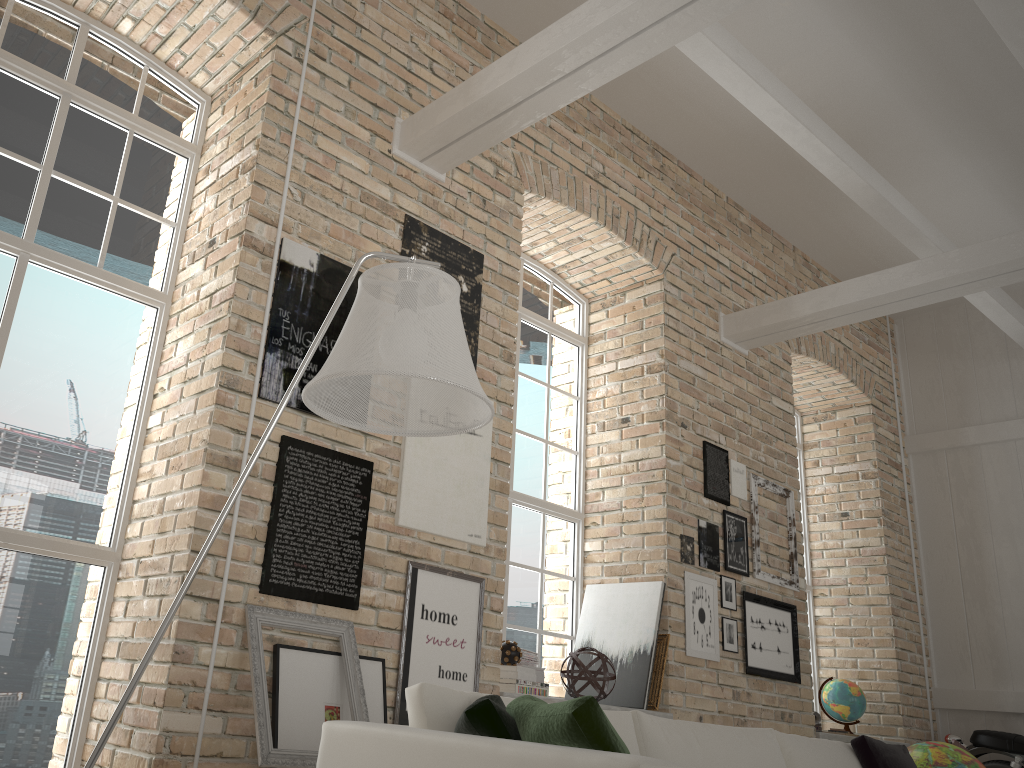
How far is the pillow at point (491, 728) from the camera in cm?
215

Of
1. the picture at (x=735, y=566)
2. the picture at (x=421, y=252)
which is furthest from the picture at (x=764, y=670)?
the picture at (x=421, y=252)

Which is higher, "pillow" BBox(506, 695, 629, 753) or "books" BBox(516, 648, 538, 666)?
"books" BBox(516, 648, 538, 666)

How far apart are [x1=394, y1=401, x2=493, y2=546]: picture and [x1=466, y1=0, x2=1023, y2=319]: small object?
2.7m

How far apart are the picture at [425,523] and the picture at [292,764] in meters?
0.5 m

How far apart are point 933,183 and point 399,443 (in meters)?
5.05

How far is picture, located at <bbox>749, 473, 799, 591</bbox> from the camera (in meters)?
6.06

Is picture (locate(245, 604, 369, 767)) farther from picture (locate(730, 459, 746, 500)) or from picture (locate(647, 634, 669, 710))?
picture (locate(730, 459, 746, 500))

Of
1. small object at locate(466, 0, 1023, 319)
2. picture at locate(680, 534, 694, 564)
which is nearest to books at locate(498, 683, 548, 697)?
picture at locate(680, 534, 694, 564)

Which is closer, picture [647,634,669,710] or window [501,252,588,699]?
picture [647,634,669,710]
